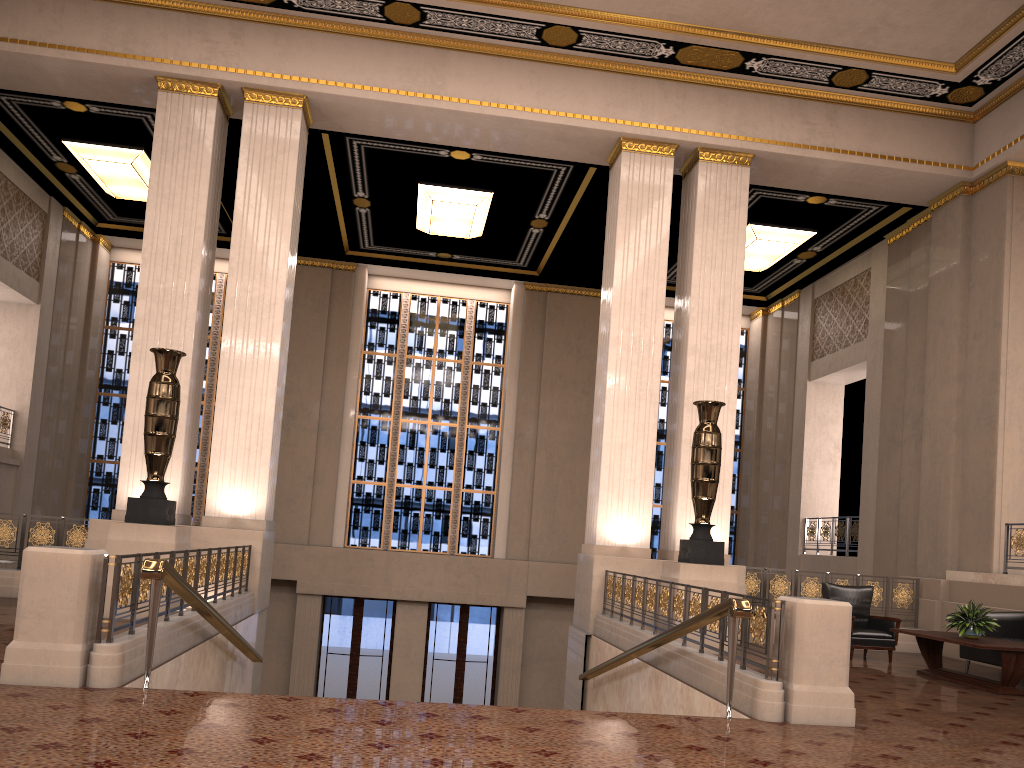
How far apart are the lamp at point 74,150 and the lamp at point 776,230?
9.75m

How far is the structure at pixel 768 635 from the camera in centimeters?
581cm

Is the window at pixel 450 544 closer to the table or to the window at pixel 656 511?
the window at pixel 656 511

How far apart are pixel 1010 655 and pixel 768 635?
3.40m

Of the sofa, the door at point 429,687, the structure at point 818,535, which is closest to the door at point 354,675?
the door at point 429,687

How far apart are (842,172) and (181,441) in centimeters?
944cm

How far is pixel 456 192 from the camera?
14.18m

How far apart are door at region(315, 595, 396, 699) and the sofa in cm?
1071

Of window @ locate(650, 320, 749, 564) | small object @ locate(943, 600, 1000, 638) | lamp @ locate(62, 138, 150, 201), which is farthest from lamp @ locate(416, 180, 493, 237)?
small object @ locate(943, 600, 1000, 638)

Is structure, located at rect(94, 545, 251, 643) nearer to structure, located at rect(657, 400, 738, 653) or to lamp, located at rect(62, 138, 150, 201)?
structure, located at rect(657, 400, 738, 653)
